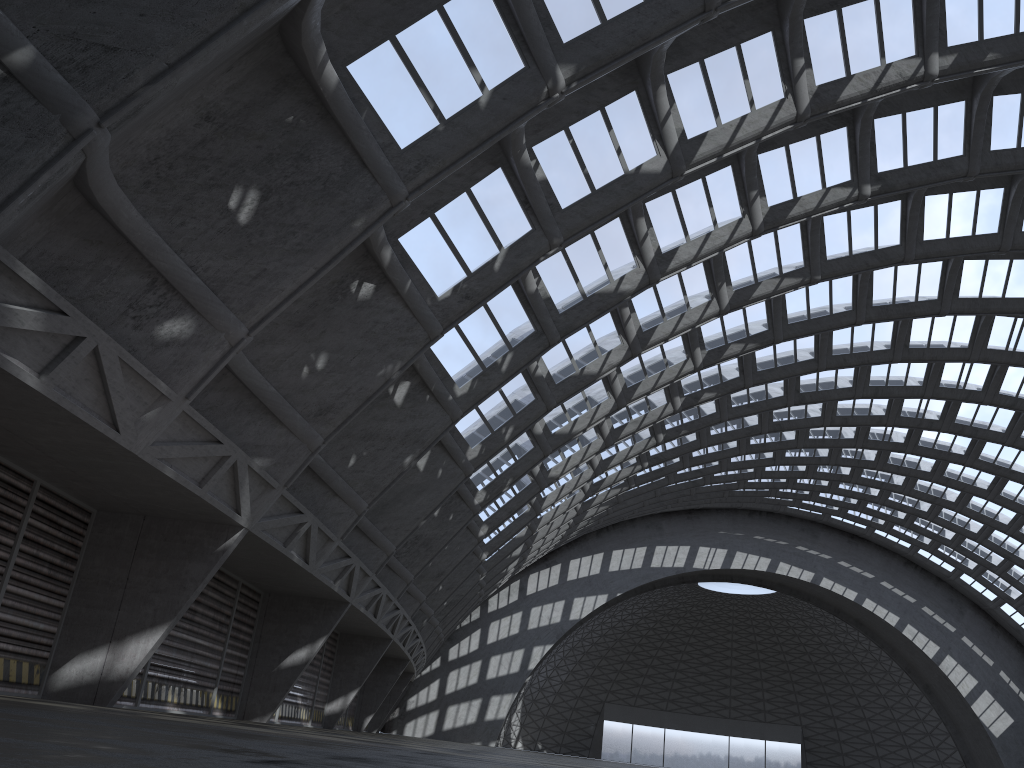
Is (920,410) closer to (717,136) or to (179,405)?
(717,136)
